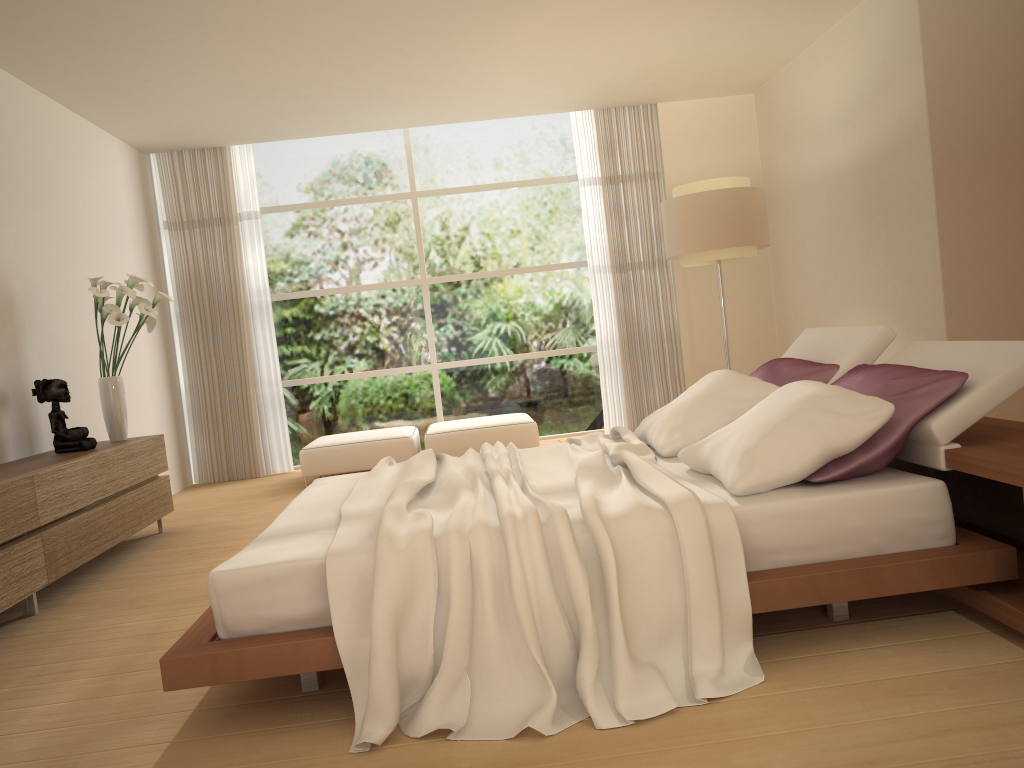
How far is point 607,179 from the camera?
8.5 meters

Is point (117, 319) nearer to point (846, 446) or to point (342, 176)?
point (342, 176)

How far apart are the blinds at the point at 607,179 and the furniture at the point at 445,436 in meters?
1.1 m

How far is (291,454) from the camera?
8.5m

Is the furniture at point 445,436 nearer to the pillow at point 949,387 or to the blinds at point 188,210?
the blinds at point 188,210

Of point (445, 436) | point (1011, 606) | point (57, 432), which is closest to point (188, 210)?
point (445, 436)

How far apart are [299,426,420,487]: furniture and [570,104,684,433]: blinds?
1.93m

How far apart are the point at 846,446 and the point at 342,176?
6.76m

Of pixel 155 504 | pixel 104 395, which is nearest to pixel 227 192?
pixel 104 395

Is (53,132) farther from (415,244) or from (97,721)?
(97,721)
